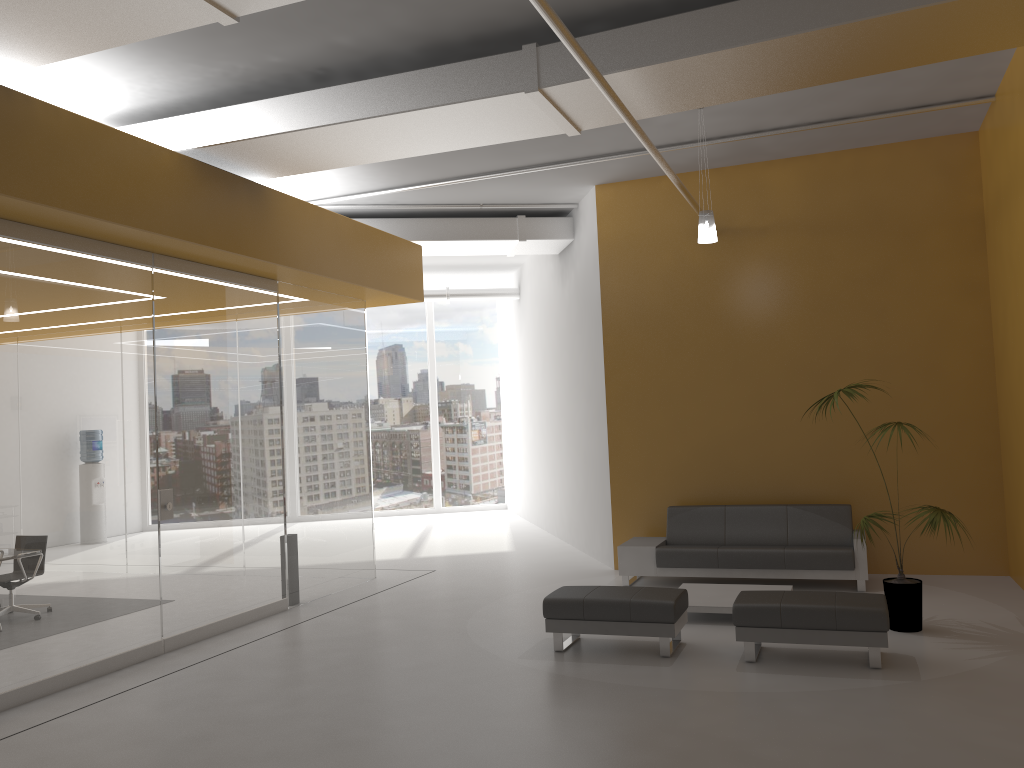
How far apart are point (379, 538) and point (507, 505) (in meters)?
4.40

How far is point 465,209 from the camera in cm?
1134

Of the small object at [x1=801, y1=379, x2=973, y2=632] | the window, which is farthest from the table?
the window

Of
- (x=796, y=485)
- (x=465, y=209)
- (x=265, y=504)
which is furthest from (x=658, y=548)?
(x=465, y=209)

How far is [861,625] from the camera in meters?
5.9

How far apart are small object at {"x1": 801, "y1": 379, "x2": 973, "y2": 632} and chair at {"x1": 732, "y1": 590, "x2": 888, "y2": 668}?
0.7 meters

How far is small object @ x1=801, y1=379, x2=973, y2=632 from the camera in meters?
6.8 m

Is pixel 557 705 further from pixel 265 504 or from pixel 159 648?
pixel 265 504

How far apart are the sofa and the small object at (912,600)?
1.1 meters

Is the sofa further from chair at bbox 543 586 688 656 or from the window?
the window
